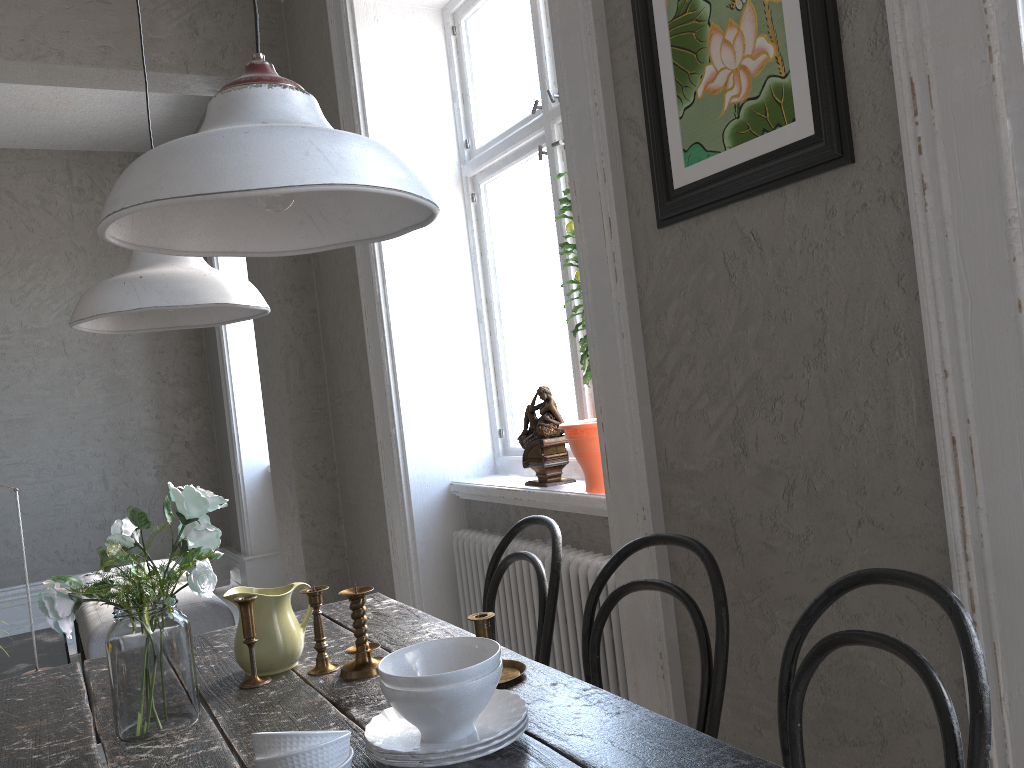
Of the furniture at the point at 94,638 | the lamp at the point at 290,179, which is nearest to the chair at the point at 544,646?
the lamp at the point at 290,179

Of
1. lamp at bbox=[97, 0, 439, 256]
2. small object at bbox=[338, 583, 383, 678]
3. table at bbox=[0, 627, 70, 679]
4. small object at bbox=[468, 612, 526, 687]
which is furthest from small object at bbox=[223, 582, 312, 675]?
table at bbox=[0, 627, 70, 679]

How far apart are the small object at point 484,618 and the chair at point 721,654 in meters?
0.2

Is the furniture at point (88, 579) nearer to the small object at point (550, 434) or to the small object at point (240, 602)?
the small object at point (550, 434)

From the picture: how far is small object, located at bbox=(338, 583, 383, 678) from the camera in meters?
1.7 m

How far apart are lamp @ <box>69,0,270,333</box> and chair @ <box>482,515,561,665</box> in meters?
0.8

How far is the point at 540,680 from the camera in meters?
1.5 m

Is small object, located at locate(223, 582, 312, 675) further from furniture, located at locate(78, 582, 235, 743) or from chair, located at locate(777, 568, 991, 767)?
furniture, located at locate(78, 582, 235, 743)

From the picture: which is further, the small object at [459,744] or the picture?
the picture

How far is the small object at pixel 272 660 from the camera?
1.76m
